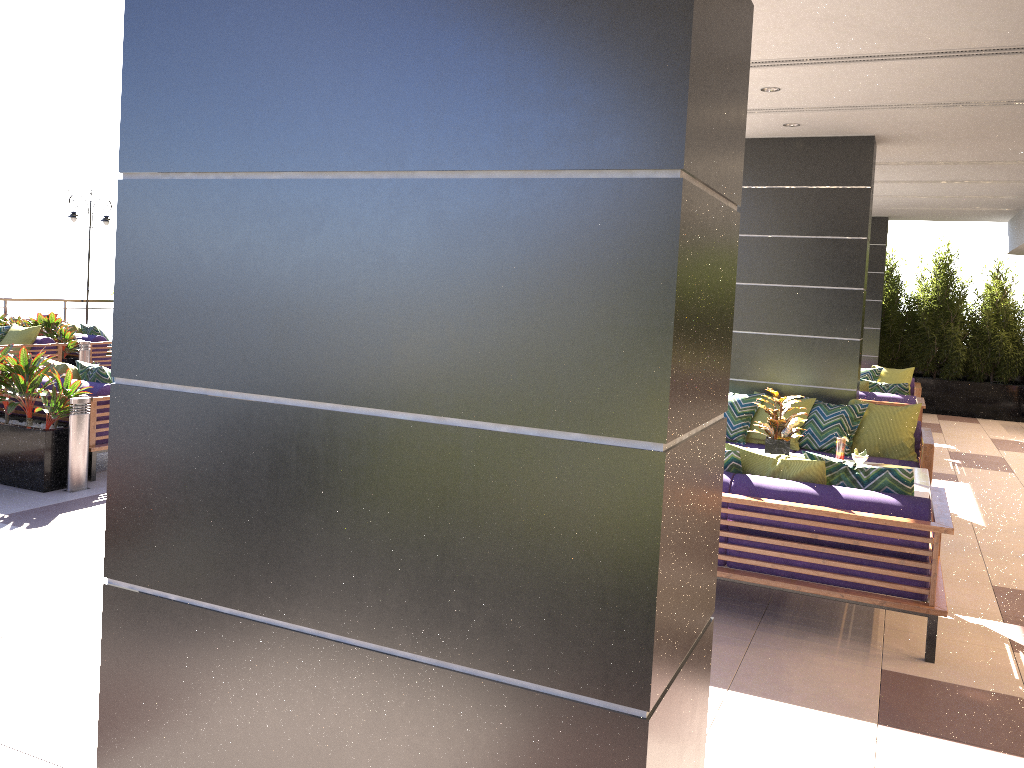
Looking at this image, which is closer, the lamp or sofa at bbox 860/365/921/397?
sofa at bbox 860/365/921/397

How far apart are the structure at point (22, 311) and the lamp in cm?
183

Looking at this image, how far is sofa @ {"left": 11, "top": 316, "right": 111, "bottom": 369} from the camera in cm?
1239

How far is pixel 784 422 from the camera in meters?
6.4 m

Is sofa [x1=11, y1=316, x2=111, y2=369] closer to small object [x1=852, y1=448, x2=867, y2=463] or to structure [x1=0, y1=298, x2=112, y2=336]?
structure [x1=0, y1=298, x2=112, y2=336]

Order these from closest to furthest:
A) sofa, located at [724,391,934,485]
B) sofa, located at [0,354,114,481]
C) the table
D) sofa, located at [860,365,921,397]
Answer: the table
sofa, located at [0,354,114,481]
sofa, located at [724,391,934,485]
sofa, located at [860,365,921,397]

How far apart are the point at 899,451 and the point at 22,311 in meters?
16.0

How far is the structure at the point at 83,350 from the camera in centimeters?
1195cm

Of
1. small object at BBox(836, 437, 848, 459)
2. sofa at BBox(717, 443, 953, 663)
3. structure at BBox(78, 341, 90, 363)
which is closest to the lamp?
structure at BBox(78, 341, 90, 363)

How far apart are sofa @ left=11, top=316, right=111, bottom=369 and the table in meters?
10.6
